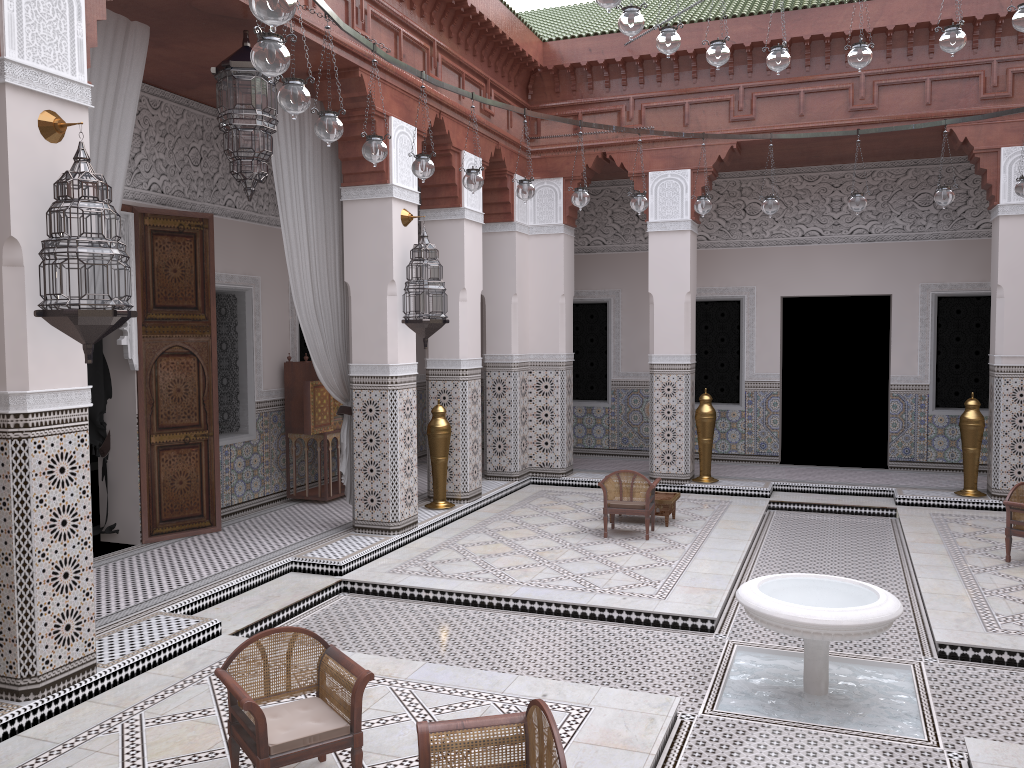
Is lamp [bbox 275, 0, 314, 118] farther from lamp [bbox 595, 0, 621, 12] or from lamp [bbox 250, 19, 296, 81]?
lamp [bbox 595, 0, 621, 12]

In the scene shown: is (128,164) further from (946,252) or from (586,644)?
(946,252)

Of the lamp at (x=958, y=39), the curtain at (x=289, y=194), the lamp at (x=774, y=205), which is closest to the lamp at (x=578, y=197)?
the lamp at (x=774, y=205)

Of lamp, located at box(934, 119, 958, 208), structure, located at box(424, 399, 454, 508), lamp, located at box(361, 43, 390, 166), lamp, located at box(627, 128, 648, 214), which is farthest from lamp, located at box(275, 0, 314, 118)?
lamp, located at box(934, 119, 958, 208)

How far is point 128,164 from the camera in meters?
3.6

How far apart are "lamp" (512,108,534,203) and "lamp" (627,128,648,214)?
0.6 meters

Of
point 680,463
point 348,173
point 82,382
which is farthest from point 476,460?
point 82,382

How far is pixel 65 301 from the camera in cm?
204

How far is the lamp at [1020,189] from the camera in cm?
349

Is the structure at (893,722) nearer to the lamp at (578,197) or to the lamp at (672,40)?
the lamp at (672,40)
